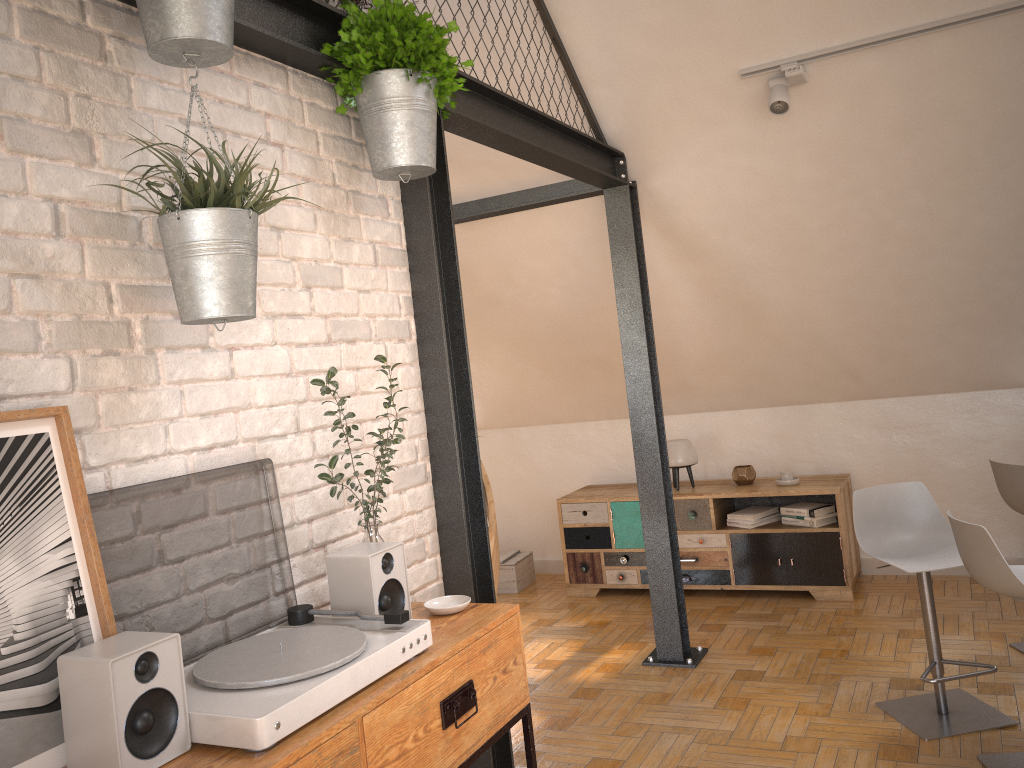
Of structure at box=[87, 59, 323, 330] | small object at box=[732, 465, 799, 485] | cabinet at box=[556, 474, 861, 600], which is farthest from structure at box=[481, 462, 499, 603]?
small object at box=[732, 465, 799, 485]

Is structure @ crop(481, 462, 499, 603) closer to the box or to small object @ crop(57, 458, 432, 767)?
small object @ crop(57, 458, 432, 767)

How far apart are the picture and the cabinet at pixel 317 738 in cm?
17

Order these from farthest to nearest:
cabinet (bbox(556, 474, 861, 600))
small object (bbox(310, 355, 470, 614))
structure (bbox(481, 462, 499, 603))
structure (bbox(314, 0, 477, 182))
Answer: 1. cabinet (bbox(556, 474, 861, 600))
2. structure (bbox(481, 462, 499, 603))
3. structure (bbox(314, 0, 477, 182))
4. small object (bbox(310, 355, 470, 614))

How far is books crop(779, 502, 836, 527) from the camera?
5.1 meters

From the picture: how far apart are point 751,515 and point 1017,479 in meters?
1.7 m

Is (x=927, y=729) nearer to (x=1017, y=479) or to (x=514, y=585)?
(x=1017, y=479)

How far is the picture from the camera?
1.37m

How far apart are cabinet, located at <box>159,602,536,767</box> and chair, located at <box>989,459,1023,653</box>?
2.8 meters

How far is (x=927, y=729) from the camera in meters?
3.3 m
